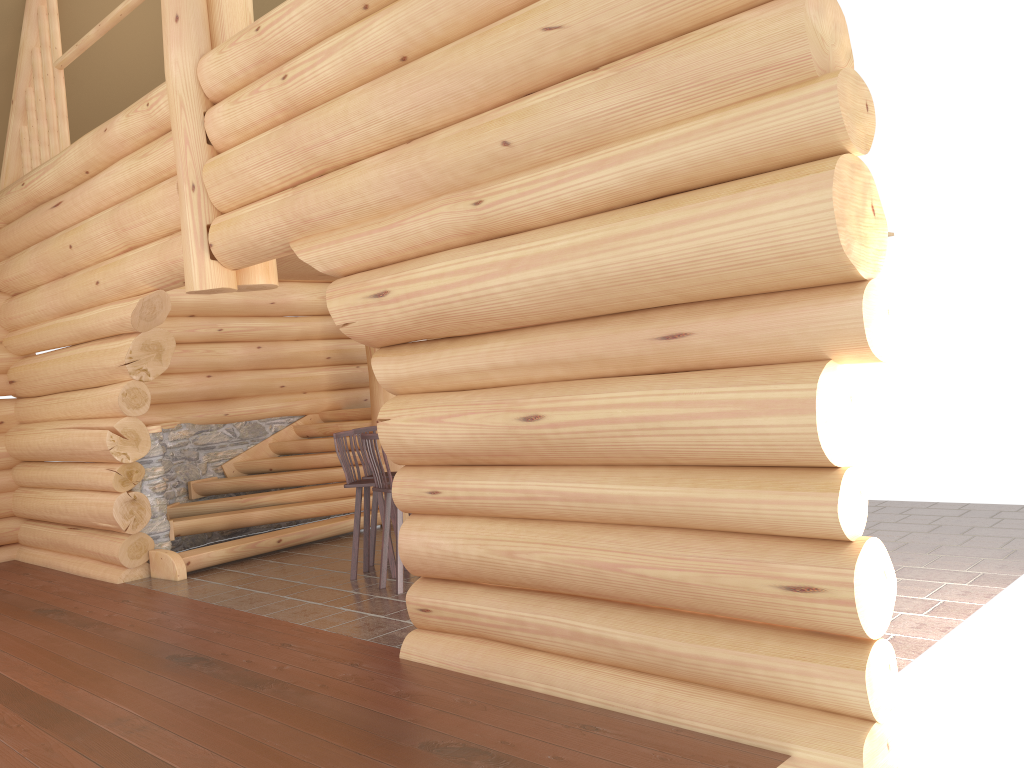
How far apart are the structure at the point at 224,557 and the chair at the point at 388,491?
2.4m

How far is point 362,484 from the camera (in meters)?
7.85

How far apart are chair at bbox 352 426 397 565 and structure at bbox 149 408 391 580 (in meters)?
1.63

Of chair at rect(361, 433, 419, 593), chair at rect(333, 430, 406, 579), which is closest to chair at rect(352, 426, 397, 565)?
chair at rect(333, 430, 406, 579)

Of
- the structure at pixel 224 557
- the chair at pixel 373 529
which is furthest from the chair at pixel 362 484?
the structure at pixel 224 557

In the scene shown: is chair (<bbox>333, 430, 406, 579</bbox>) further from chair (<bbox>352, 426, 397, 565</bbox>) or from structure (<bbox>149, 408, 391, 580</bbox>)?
structure (<bbox>149, 408, 391, 580</bbox>)

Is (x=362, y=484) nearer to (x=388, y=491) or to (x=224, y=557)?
(x=388, y=491)

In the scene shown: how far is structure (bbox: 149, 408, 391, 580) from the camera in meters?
9.1 m

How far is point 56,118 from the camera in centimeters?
981cm

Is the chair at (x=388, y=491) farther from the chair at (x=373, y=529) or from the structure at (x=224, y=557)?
the structure at (x=224, y=557)
